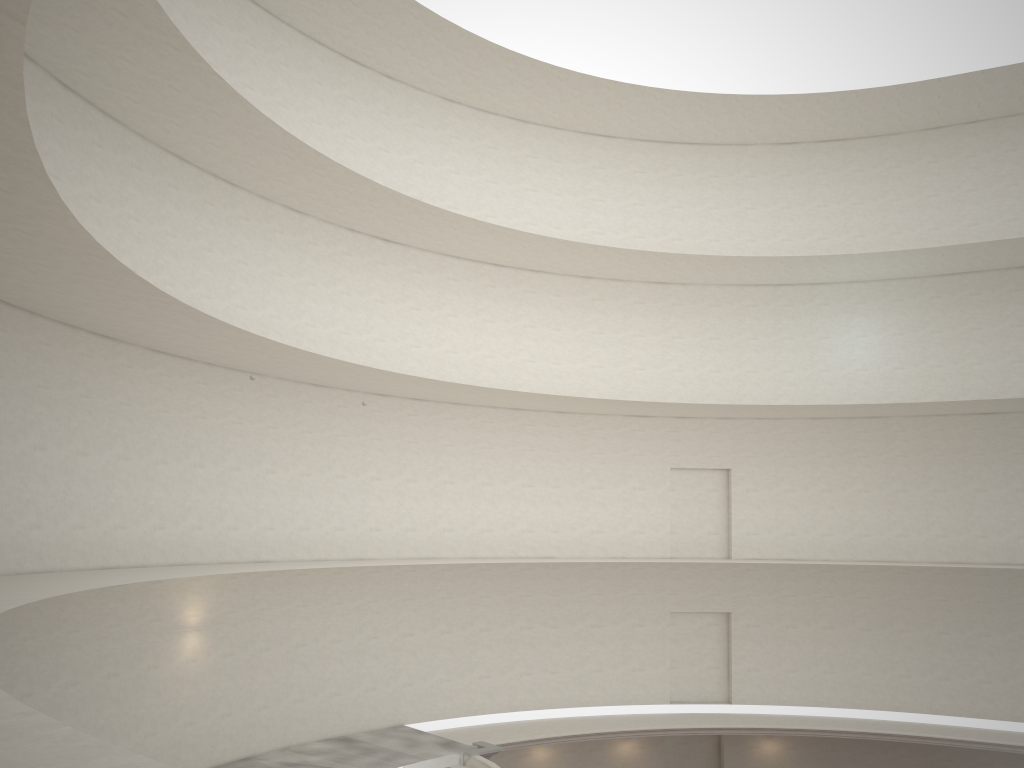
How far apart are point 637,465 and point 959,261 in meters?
10.5

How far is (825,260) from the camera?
24.5 meters
